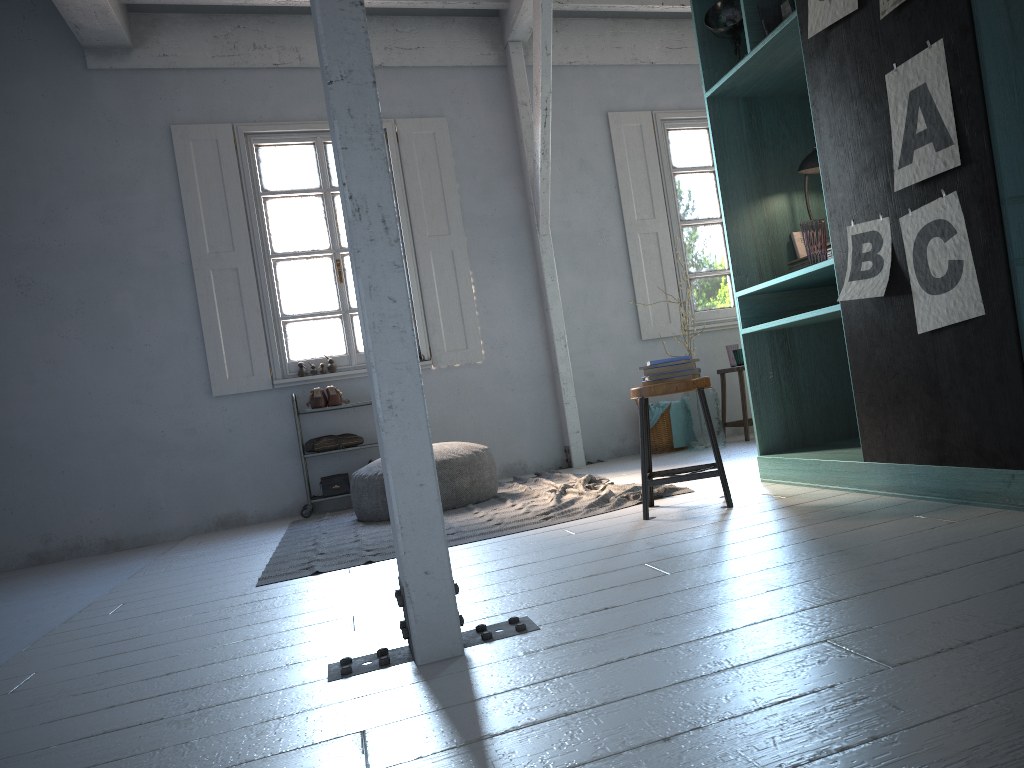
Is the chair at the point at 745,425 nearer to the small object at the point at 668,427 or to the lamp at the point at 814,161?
the small object at the point at 668,427

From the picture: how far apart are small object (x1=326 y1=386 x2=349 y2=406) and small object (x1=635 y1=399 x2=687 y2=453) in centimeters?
279cm

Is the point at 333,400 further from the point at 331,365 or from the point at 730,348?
the point at 730,348

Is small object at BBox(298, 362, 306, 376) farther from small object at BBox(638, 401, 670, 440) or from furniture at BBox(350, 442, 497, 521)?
small object at BBox(638, 401, 670, 440)

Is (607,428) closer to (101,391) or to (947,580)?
(101,391)

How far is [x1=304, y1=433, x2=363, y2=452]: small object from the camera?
7.4m

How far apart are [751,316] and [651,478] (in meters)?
1.07

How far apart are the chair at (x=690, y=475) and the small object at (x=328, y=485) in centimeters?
368cm

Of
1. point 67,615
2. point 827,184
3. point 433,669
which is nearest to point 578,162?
point 827,184

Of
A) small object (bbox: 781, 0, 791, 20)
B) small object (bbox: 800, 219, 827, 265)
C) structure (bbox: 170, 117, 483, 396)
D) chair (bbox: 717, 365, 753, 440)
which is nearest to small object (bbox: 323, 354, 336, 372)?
structure (bbox: 170, 117, 483, 396)
